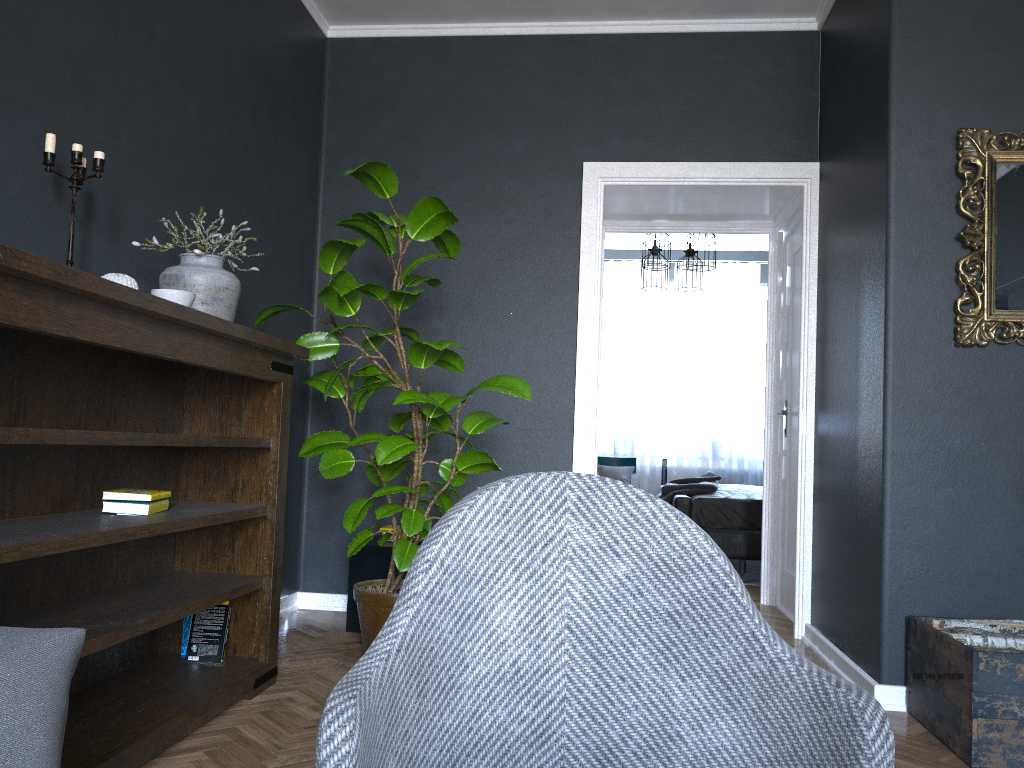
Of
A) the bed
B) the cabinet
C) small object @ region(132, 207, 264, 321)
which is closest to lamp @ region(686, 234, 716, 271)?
the bed

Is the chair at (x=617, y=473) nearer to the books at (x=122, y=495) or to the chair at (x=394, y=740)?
the books at (x=122, y=495)

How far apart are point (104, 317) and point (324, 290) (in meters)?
1.24

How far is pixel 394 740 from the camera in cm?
105

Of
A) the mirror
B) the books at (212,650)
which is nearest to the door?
the mirror

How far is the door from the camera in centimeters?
483cm

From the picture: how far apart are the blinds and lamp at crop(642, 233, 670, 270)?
2.0 meters

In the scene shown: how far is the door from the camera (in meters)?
4.83

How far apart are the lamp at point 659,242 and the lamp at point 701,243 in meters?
0.3

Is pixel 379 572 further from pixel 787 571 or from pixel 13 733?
pixel 13 733
